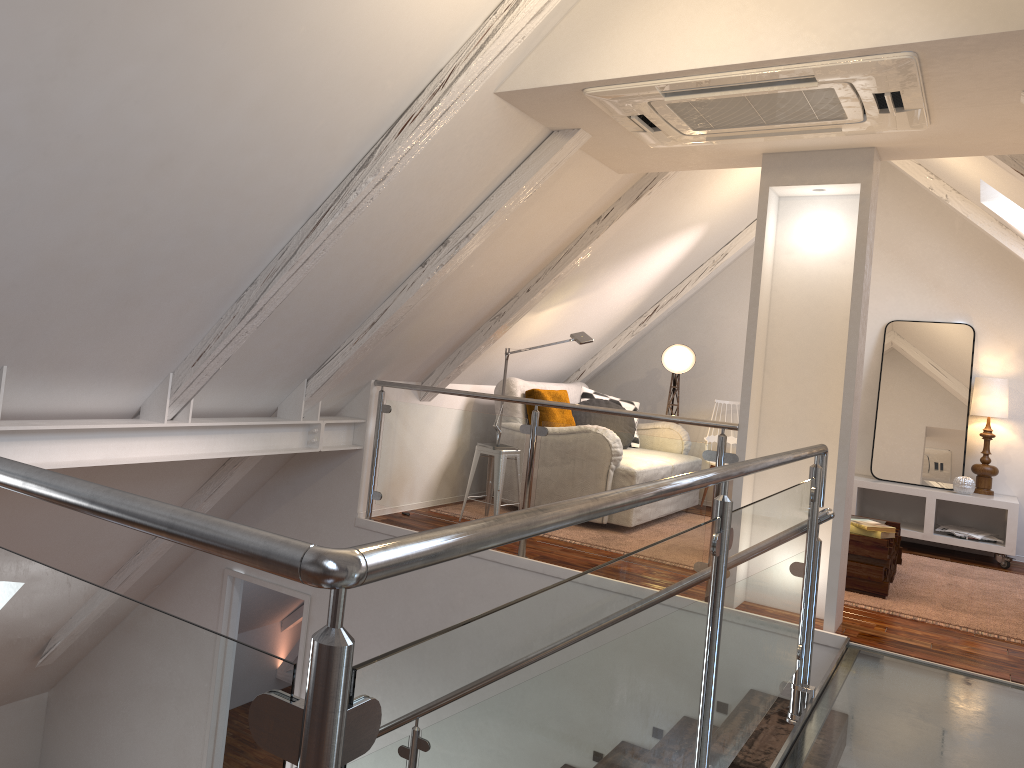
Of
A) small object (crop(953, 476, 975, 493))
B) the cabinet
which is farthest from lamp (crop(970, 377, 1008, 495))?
small object (crop(953, 476, 975, 493))

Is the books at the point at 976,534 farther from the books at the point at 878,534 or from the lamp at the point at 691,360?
the lamp at the point at 691,360

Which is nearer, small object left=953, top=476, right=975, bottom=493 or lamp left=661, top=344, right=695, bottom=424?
small object left=953, top=476, right=975, bottom=493

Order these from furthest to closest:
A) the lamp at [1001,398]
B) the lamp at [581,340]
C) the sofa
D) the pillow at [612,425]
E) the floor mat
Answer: the pillow at [612,425]
the lamp at [1001,398]
the sofa
the lamp at [581,340]
the floor mat

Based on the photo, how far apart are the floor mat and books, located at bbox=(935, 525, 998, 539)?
0.4m

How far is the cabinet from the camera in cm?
550

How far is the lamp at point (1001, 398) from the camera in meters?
5.7

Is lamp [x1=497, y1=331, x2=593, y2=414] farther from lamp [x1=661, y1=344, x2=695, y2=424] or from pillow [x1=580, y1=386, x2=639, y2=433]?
lamp [x1=661, y1=344, x2=695, y2=424]

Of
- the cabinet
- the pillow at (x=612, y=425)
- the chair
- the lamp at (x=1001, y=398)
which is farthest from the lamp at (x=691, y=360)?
the lamp at (x=1001, y=398)

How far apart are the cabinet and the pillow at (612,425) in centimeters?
153cm
